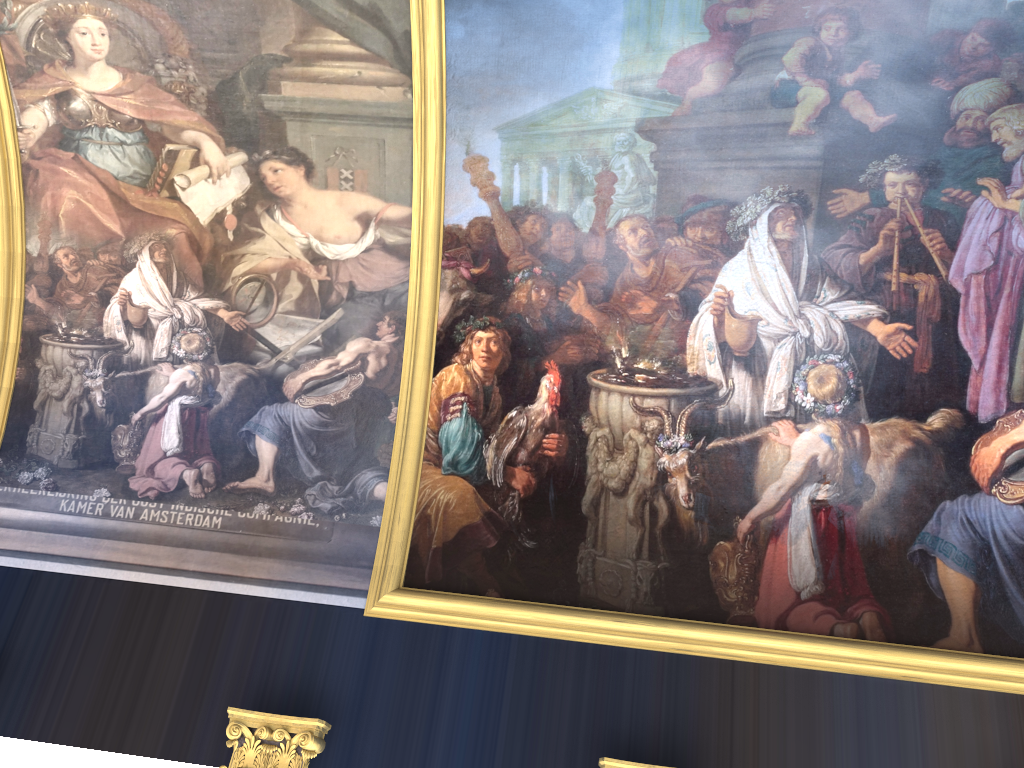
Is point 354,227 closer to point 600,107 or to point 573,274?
point 573,274
